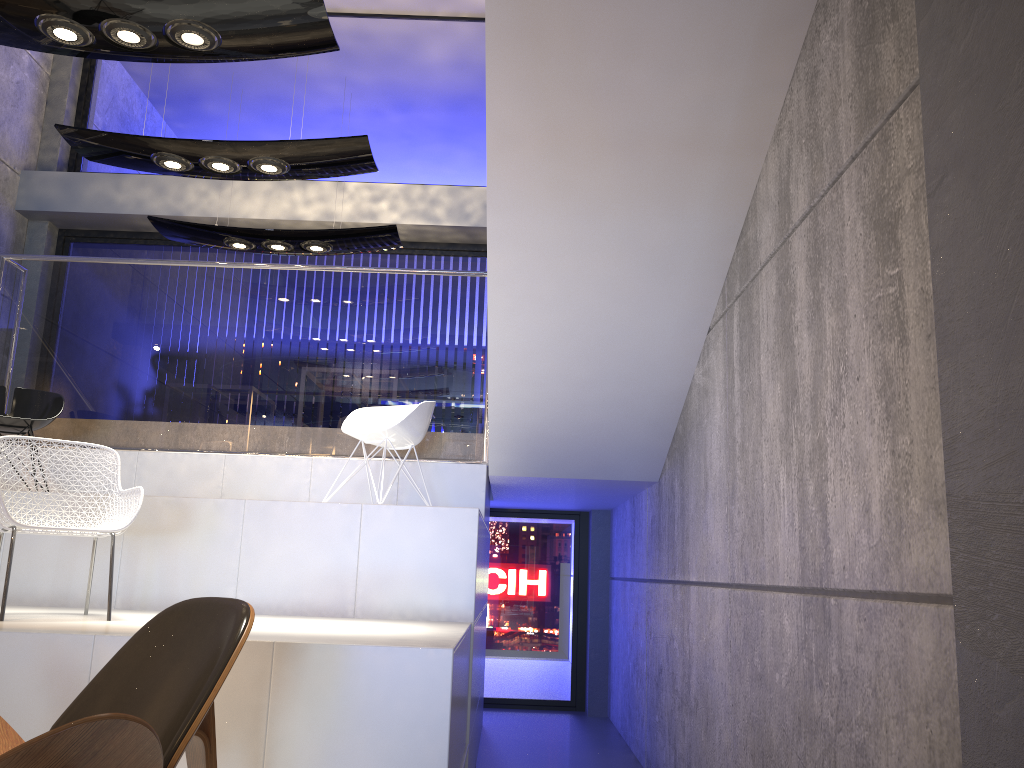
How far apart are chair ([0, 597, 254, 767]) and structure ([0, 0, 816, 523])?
1.98m

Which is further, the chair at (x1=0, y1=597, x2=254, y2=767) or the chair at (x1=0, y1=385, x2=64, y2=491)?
the chair at (x1=0, y1=385, x2=64, y2=491)

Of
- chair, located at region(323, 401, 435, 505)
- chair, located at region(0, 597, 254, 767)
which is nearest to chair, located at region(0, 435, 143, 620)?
chair, located at region(0, 597, 254, 767)

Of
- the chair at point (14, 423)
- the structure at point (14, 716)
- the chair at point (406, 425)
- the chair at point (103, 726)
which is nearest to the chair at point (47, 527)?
A: the structure at point (14, 716)

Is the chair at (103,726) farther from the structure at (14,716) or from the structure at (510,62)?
the structure at (510,62)

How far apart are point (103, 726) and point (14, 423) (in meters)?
4.43

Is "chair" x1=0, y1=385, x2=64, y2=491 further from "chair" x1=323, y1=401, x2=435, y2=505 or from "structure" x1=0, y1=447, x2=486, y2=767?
"chair" x1=323, y1=401, x2=435, y2=505

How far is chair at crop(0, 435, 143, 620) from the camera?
3.6m

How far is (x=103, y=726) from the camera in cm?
174

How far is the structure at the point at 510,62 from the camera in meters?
3.2 m
